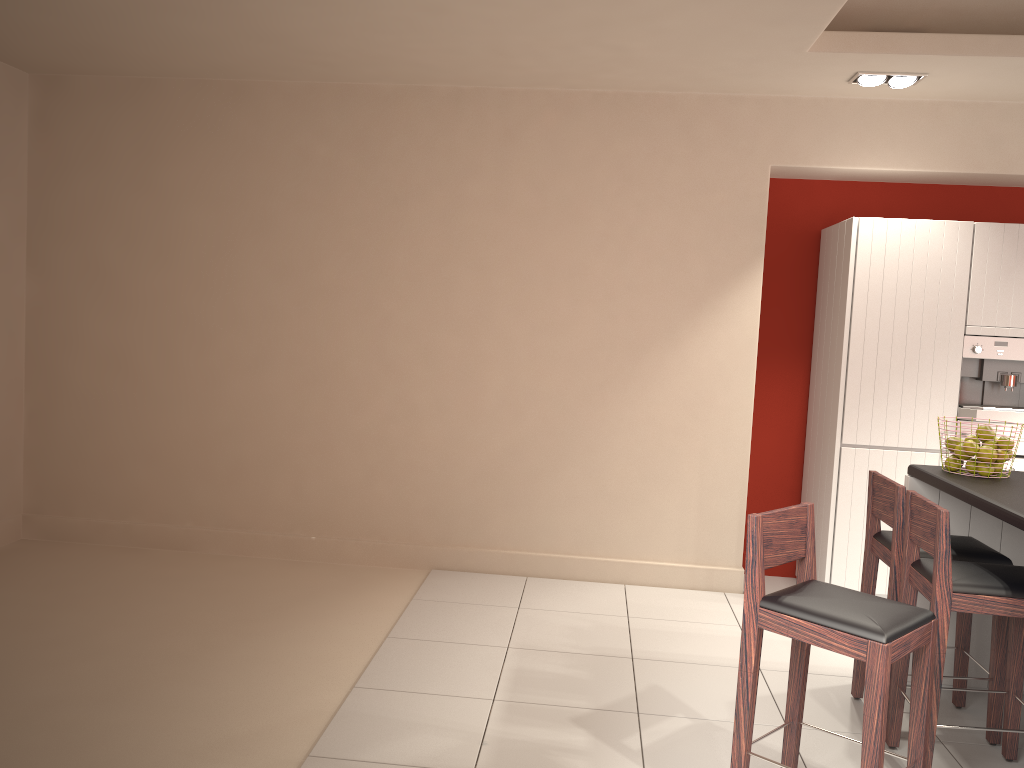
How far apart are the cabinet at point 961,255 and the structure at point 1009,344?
0.0m

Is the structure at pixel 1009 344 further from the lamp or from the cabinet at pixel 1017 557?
the lamp

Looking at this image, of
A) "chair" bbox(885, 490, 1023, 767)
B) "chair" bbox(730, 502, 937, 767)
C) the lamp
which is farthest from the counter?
the lamp

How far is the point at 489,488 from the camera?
5.6m

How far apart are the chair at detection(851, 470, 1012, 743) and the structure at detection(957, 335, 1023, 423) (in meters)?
1.41

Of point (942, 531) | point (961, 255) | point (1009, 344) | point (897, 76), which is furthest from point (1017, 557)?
point (897, 76)

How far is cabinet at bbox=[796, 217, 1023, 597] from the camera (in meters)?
4.92

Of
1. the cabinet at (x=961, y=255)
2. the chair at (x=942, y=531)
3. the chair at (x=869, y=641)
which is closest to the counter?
the chair at (x=942, y=531)

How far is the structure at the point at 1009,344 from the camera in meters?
4.9 m

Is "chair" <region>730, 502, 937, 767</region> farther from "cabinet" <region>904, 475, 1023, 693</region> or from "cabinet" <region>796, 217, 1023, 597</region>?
"cabinet" <region>796, 217, 1023, 597</region>
